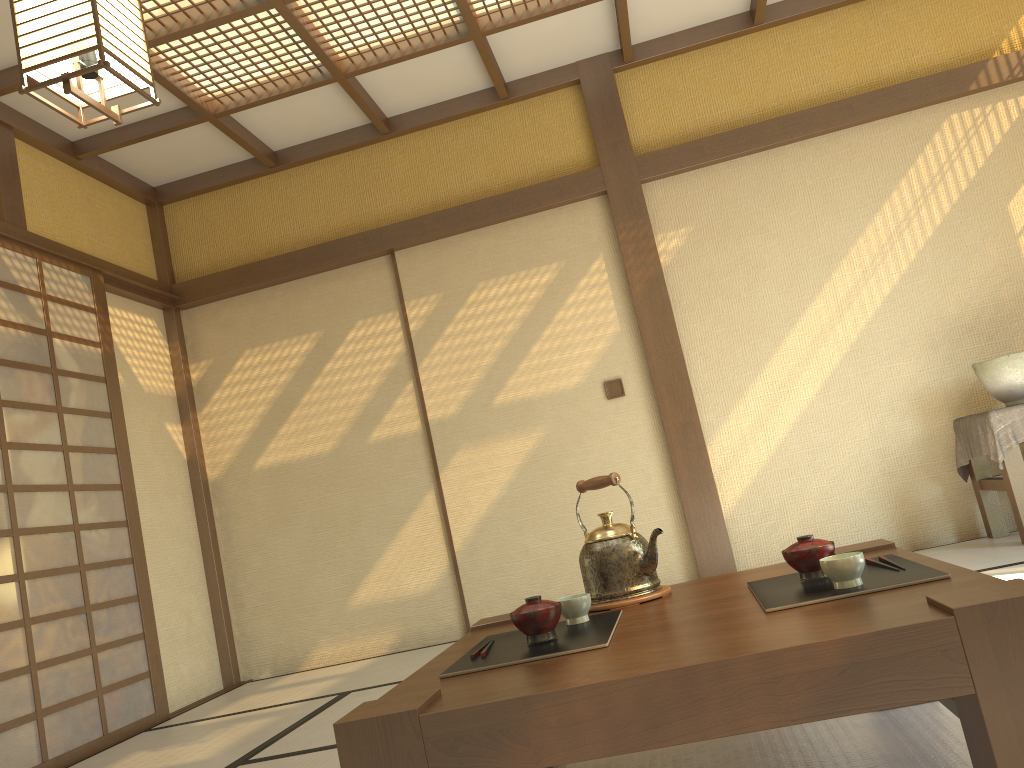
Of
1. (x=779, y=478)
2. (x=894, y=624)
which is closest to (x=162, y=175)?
(x=779, y=478)

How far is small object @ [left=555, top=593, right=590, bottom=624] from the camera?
1.8m

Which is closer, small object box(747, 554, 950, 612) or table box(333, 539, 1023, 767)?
table box(333, 539, 1023, 767)

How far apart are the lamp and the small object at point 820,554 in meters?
1.9

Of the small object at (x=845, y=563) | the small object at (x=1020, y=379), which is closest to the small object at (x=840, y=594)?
the small object at (x=845, y=563)

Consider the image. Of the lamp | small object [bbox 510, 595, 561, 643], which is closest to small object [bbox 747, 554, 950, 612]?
small object [bbox 510, 595, 561, 643]

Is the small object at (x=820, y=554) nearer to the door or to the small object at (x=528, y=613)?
the small object at (x=528, y=613)

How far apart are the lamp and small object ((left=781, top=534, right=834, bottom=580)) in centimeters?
186cm

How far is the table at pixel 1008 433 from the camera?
3.83m

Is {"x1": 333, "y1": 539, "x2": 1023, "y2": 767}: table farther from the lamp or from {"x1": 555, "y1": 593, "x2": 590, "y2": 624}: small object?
the lamp
